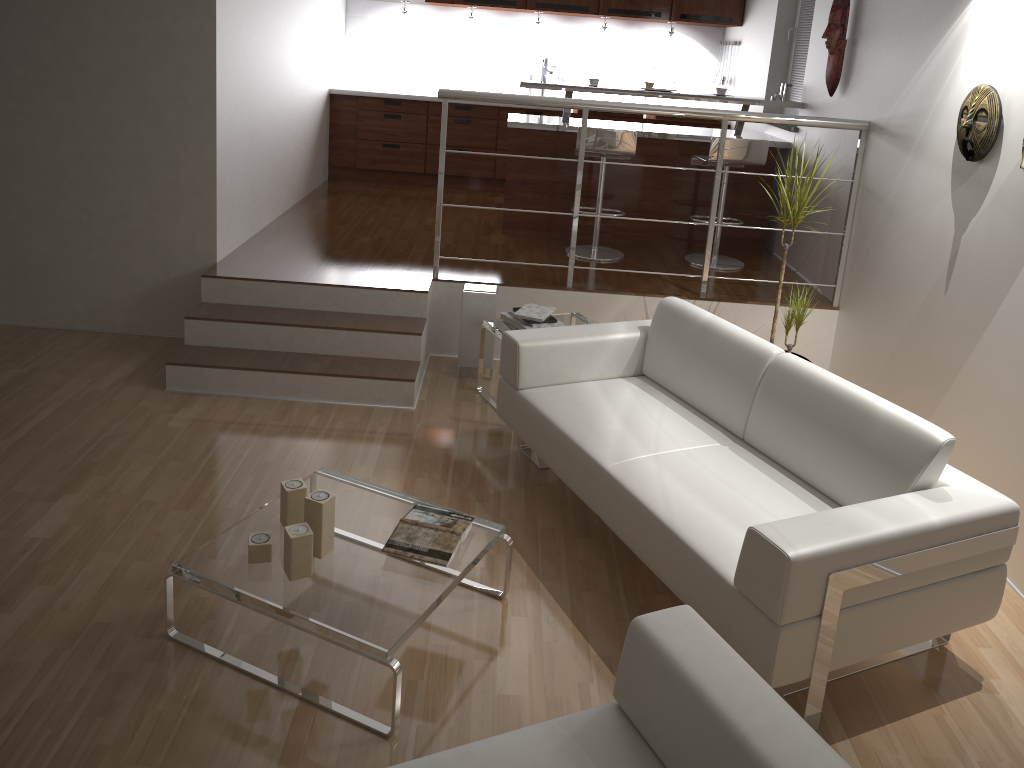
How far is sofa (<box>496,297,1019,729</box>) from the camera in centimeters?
241cm

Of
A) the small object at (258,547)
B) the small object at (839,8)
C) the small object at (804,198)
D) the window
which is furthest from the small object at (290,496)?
the window

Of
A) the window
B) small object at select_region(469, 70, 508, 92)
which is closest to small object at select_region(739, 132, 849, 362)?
the window

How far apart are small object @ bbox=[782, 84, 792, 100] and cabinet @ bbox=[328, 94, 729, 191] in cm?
177

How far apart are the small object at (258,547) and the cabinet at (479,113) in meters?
5.4

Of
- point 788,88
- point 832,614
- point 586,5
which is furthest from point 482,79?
point 832,614

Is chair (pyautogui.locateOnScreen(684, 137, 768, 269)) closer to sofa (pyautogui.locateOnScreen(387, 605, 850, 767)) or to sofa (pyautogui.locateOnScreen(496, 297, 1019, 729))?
sofa (pyautogui.locateOnScreen(496, 297, 1019, 729))

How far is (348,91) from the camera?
7.3m

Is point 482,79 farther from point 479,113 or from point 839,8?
point 839,8

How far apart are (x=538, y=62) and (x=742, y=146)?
2.96m
